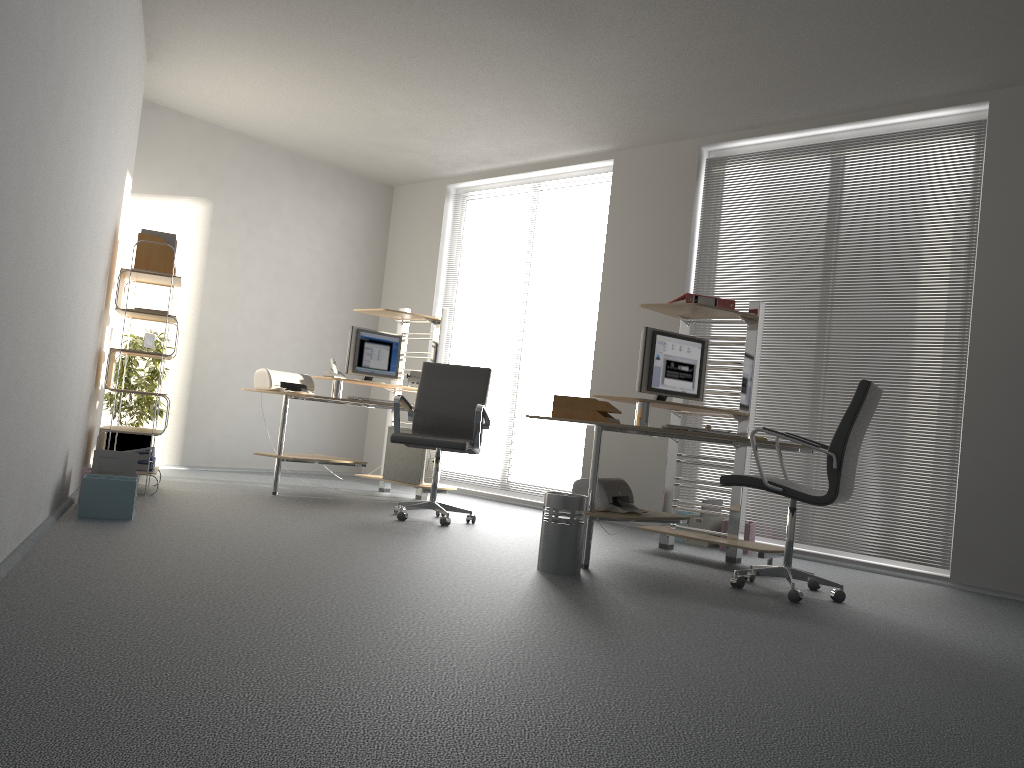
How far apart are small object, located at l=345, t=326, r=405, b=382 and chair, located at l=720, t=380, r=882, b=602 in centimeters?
349cm

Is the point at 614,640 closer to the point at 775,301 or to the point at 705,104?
the point at 775,301

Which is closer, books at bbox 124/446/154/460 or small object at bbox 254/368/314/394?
books at bbox 124/446/154/460

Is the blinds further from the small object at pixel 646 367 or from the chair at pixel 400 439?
the chair at pixel 400 439

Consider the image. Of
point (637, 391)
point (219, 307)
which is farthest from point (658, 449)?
point (219, 307)

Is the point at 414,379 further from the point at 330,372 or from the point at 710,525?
the point at 710,525

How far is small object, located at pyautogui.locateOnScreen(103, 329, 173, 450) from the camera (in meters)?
6.62

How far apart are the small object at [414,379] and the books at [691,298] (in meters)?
2.59

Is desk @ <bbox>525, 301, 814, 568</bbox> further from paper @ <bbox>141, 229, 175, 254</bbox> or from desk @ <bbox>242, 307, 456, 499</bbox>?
paper @ <bbox>141, 229, 175, 254</bbox>

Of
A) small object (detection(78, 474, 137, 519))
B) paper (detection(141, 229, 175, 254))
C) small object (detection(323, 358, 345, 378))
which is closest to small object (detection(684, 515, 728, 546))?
small object (detection(323, 358, 345, 378))
